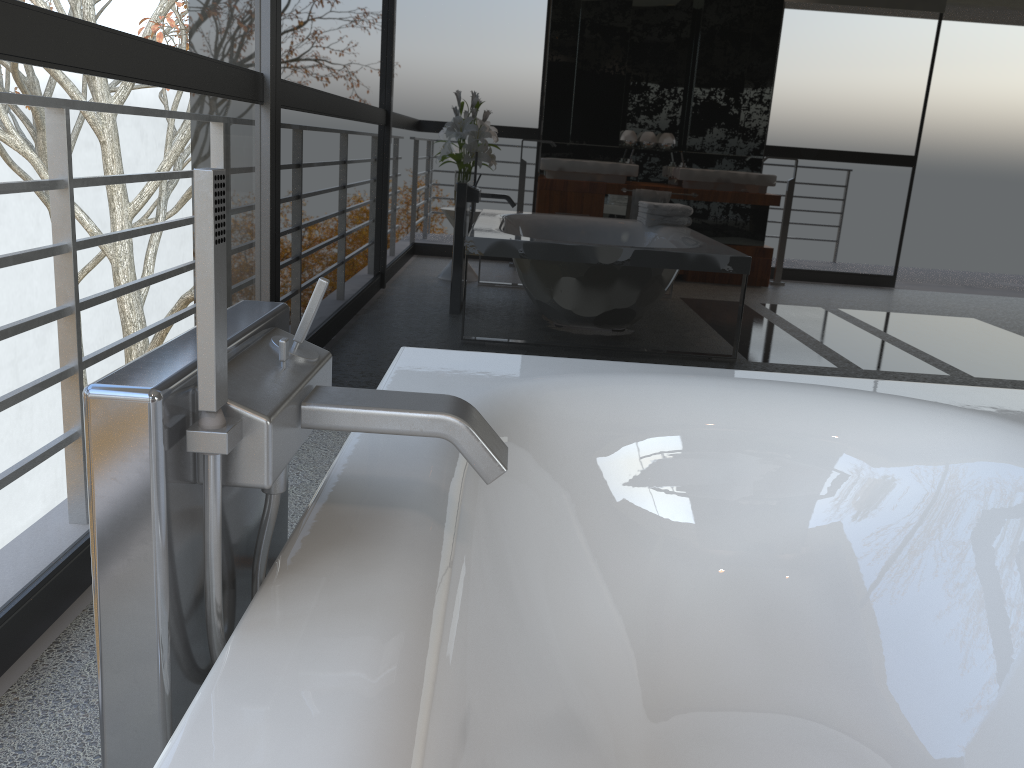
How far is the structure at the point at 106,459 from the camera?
0.7m

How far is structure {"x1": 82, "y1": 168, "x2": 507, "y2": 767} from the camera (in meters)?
0.68

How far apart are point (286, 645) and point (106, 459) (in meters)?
0.21

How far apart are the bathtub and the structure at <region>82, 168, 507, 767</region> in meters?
0.0

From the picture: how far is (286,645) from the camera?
0.7m

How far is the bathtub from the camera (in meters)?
0.73

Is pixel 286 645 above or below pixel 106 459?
below
